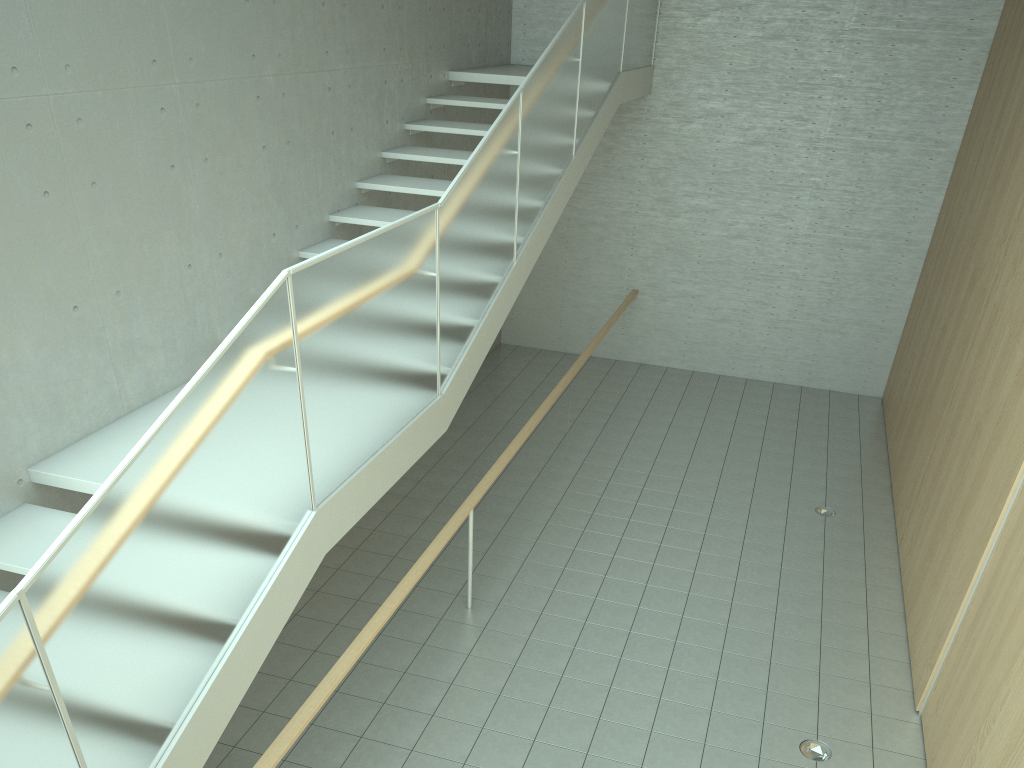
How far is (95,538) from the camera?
2.51m

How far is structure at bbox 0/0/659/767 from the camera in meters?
2.5 m

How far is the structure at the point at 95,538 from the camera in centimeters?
251cm
